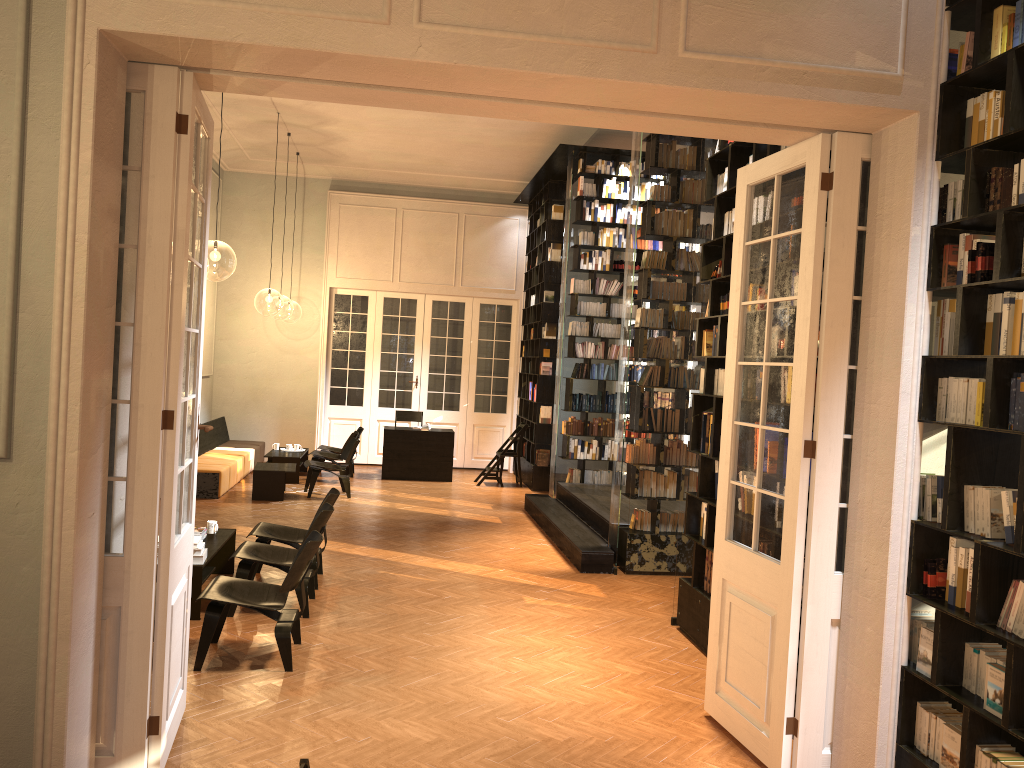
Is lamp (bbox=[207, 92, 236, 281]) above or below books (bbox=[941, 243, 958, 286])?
above

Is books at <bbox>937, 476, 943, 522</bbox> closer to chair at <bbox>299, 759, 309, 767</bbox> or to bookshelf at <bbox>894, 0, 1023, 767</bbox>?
bookshelf at <bbox>894, 0, 1023, 767</bbox>

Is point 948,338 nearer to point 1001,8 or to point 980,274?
point 980,274

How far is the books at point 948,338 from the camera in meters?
3.9 m

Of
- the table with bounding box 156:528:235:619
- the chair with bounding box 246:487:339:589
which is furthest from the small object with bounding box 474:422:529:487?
the table with bounding box 156:528:235:619

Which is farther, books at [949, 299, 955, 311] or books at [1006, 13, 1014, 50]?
books at [949, 299, 955, 311]

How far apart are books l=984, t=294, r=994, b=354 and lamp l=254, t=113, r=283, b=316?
20.2 meters

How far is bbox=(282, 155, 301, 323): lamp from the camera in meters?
44.2

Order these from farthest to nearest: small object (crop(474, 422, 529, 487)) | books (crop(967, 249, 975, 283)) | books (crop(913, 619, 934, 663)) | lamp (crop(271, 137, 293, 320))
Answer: lamp (crop(271, 137, 293, 320))
small object (crop(474, 422, 529, 487))
books (crop(913, 619, 934, 663))
books (crop(967, 249, 975, 283))

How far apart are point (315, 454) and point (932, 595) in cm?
1090
